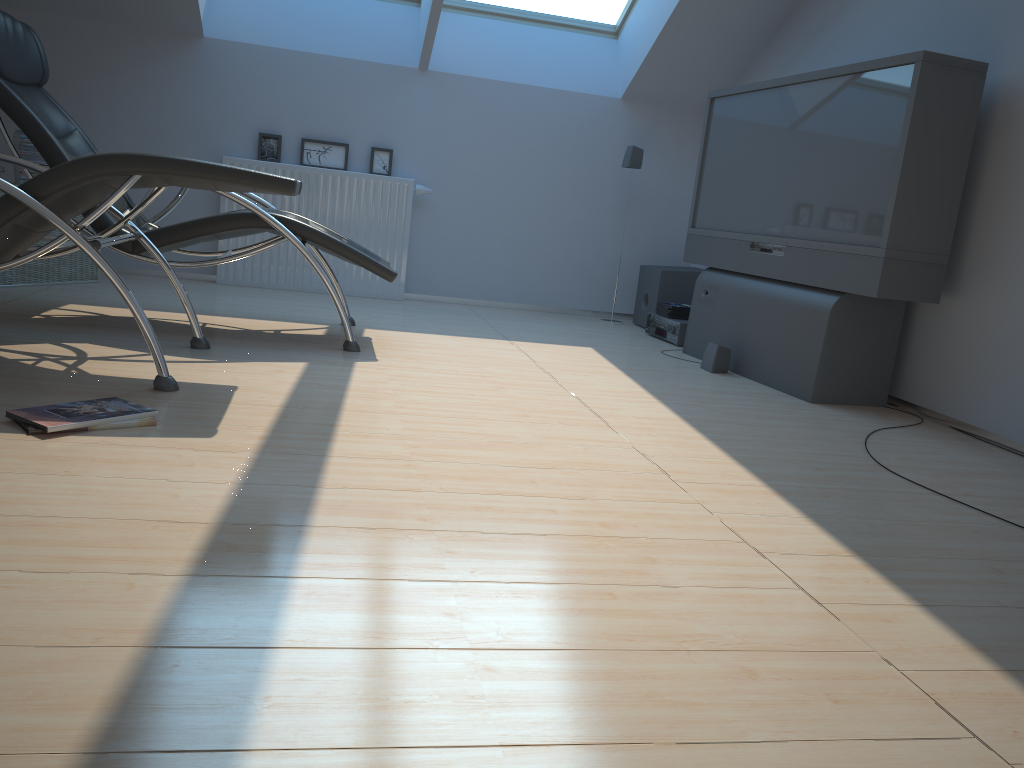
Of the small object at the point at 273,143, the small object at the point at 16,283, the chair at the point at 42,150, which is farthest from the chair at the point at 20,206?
the small object at the point at 273,143

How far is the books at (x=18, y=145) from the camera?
4.7m

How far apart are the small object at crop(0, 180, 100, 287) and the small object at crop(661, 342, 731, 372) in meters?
3.4

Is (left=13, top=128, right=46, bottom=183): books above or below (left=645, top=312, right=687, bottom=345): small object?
above

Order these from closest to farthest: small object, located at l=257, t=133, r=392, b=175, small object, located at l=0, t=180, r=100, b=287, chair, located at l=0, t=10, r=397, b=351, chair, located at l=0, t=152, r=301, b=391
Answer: chair, located at l=0, t=152, r=301, b=391
chair, located at l=0, t=10, r=397, b=351
small object, located at l=0, t=180, r=100, b=287
small object, located at l=257, t=133, r=392, b=175

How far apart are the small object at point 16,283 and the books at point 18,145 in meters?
0.3

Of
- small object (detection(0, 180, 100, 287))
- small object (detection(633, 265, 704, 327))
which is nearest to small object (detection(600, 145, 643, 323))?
small object (detection(633, 265, 704, 327))

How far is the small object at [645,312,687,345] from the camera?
5.2 meters

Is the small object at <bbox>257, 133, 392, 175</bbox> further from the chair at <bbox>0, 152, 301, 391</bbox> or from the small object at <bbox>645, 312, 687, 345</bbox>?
the chair at <bbox>0, 152, 301, 391</bbox>

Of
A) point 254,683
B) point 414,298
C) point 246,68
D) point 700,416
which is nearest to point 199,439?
point 254,683
